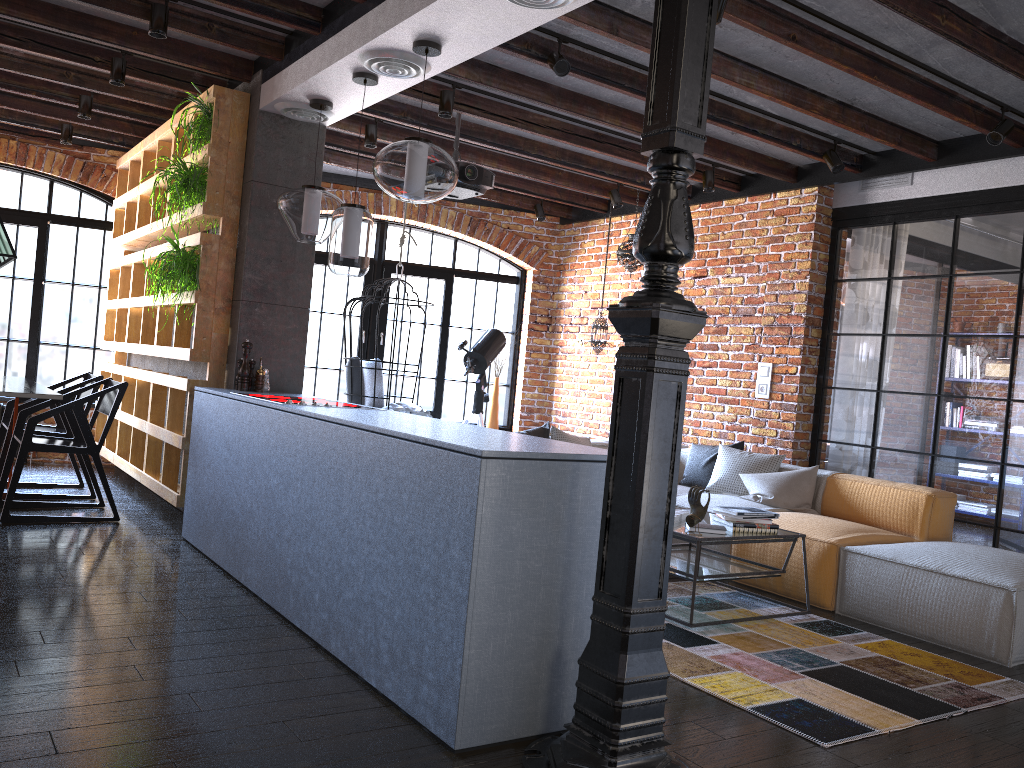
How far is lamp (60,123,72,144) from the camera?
6.8 meters

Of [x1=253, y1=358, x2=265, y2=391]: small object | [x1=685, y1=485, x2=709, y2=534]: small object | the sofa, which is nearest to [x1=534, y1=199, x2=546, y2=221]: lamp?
the sofa

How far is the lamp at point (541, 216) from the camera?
8.1m

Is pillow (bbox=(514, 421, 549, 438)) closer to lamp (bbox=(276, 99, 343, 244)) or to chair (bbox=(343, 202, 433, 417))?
chair (bbox=(343, 202, 433, 417))

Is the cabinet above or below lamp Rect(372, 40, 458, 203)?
below

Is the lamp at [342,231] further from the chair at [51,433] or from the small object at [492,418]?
the small object at [492,418]

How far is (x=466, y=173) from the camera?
5.4 meters

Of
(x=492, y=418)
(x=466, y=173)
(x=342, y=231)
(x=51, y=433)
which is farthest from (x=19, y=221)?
(x=342, y=231)

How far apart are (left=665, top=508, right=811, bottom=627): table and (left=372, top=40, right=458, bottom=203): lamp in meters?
1.8

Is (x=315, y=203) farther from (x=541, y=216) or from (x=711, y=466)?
(x=541, y=216)
